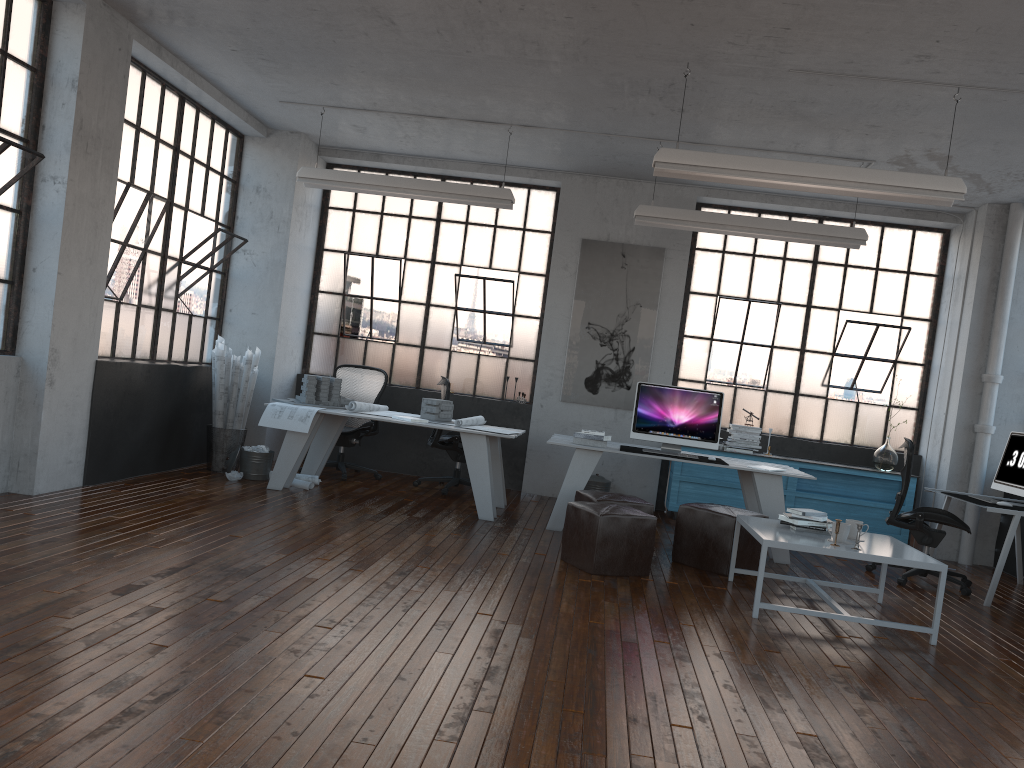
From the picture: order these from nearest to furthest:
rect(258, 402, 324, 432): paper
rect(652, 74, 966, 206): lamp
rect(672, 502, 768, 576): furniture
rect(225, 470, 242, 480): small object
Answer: rect(652, 74, 966, 206): lamp → rect(672, 502, 768, 576): furniture → rect(258, 402, 324, 432): paper → rect(225, 470, 242, 480): small object

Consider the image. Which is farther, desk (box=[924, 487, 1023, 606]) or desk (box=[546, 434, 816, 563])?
Result: desk (box=[546, 434, 816, 563])

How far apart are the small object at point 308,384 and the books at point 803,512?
4.01m

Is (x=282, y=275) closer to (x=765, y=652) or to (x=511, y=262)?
(x=511, y=262)

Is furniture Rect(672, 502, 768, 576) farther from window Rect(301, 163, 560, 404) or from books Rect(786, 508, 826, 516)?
window Rect(301, 163, 560, 404)

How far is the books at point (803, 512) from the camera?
5.39m

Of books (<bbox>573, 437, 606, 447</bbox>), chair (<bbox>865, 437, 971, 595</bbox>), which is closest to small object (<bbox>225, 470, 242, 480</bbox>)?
books (<bbox>573, 437, 606, 447</bbox>)

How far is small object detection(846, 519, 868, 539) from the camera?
5.3 meters

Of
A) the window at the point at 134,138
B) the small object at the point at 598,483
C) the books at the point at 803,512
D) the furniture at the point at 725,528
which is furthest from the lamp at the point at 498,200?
the books at the point at 803,512

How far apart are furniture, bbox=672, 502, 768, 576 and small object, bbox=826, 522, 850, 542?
0.94m
